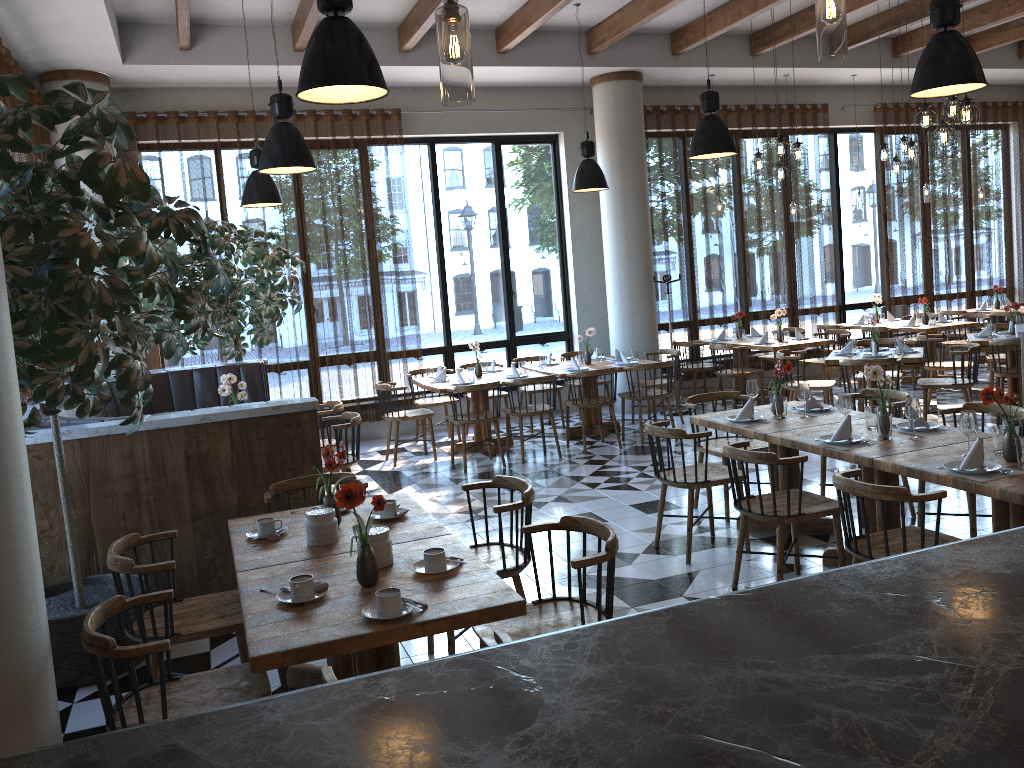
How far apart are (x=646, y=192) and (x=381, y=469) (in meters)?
4.65

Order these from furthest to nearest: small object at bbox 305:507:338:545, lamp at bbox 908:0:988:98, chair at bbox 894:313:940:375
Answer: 1. chair at bbox 894:313:940:375
2. lamp at bbox 908:0:988:98
3. small object at bbox 305:507:338:545

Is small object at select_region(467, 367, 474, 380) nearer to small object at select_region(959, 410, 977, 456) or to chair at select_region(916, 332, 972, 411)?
chair at select_region(916, 332, 972, 411)

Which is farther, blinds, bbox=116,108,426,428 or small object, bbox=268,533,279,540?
blinds, bbox=116,108,426,428

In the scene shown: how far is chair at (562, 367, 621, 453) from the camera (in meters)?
8.65

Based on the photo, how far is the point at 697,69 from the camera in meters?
10.5

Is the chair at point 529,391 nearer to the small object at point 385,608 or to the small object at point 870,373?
the small object at point 870,373

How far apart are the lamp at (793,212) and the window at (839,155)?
1.0m

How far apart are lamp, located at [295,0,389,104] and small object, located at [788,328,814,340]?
7.8m

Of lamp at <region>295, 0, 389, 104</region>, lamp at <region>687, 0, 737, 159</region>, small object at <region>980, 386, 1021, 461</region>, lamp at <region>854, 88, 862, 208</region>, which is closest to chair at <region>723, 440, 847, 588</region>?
small object at <region>980, 386, 1021, 461</region>
